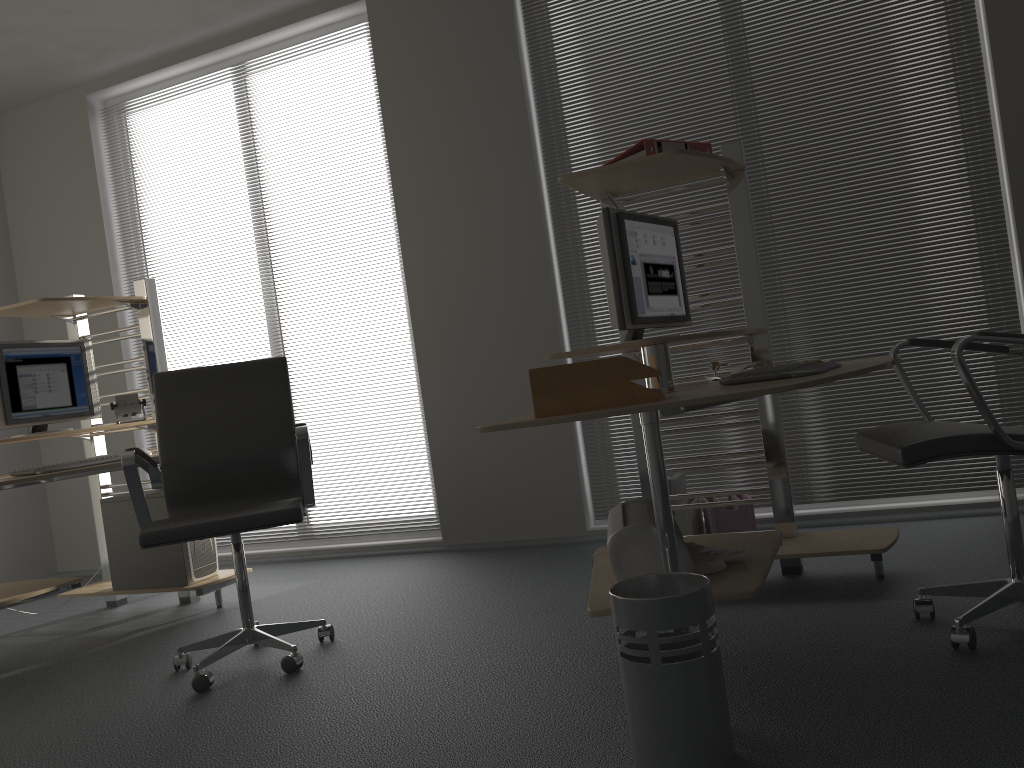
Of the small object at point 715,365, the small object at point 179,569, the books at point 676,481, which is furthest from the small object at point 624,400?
the small object at point 179,569

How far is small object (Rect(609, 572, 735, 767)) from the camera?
1.7m

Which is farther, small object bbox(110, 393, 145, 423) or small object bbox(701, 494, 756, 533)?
small object bbox(110, 393, 145, 423)

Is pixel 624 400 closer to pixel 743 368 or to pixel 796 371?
pixel 796 371

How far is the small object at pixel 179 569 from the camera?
3.9m

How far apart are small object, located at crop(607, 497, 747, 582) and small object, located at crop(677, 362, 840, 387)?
0.4m

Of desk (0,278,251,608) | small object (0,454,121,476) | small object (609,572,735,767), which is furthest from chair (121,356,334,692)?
small object (609,572,735,767)

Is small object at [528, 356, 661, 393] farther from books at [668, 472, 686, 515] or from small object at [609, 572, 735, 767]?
books at [668, 472, 686, 515]

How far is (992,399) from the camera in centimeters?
373cm

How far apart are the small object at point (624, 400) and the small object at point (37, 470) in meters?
2.3
